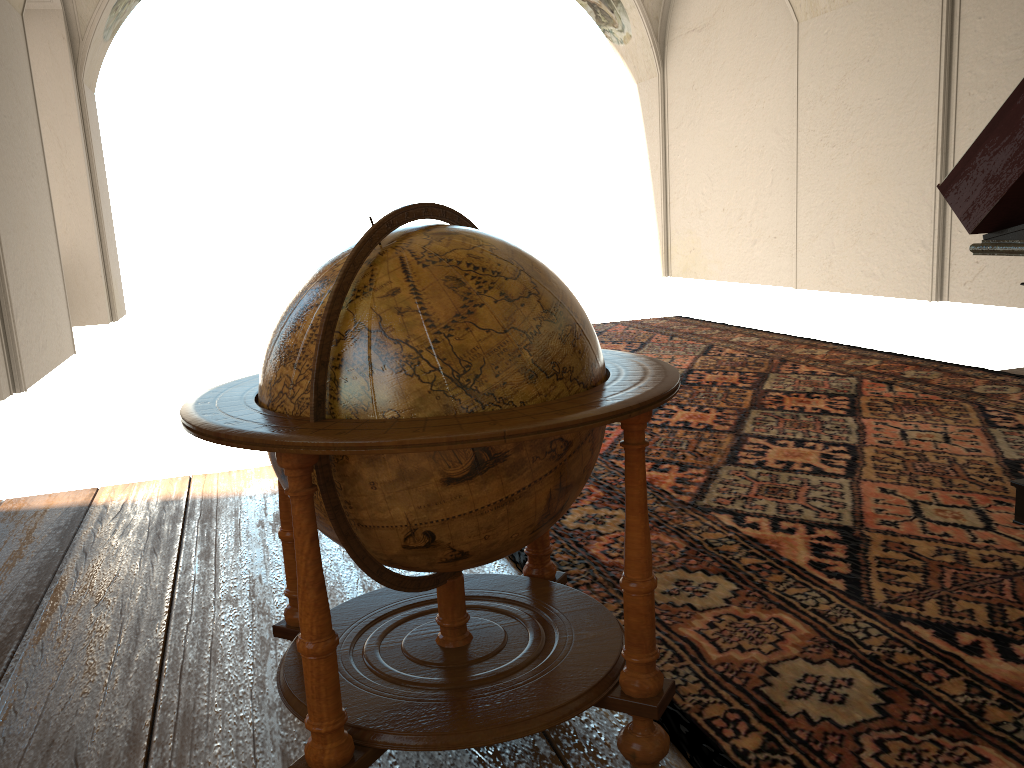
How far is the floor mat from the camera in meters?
2.4

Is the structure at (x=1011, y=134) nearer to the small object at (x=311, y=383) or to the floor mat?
the floor mat

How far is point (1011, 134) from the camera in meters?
3.3

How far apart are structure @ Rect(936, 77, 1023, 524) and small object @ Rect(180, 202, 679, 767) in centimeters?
184cm

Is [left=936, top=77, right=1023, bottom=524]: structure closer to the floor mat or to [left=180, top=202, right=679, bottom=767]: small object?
the floor mat

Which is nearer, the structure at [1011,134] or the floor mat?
the floor mat

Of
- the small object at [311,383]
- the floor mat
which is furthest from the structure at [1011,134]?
the small object at [311,383]

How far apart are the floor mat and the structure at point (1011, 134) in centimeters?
5cm

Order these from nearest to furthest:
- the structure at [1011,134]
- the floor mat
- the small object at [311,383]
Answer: the small object at [311,383], the floor mat, the structure at [1011,134]

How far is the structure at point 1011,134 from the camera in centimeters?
329cm
